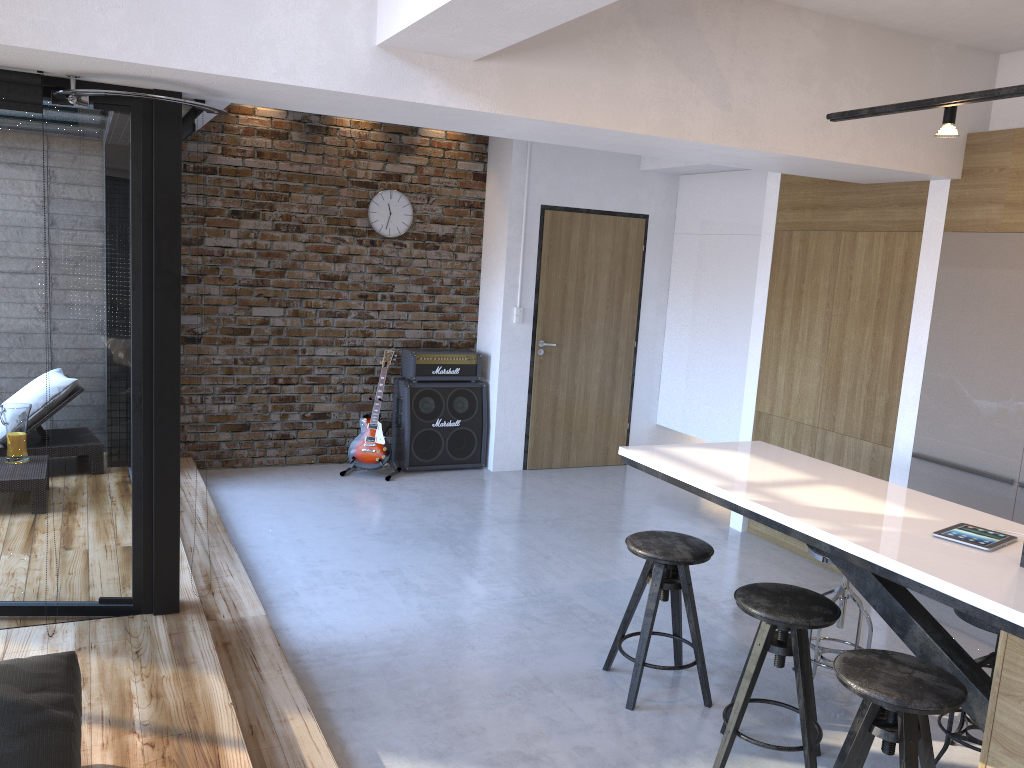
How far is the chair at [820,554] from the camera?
3.6m

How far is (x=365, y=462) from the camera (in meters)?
6.67

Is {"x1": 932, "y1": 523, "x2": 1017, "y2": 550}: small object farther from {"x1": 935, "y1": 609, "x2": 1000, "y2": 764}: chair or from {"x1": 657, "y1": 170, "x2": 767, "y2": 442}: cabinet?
{"x1": 657, "y1": 170, "x2": 767, "y2": 442}: cabinet

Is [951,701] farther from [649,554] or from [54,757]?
[54,757]

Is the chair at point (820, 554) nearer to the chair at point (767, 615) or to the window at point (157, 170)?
the chair at point (767, 615)

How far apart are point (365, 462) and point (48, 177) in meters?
3.7

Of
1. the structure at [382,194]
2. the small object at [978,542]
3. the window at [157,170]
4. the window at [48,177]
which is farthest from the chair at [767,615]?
the structure at [382,194]

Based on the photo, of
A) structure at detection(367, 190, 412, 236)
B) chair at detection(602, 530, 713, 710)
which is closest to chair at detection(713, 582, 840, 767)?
chair at detection(602, 530, 713, 710)

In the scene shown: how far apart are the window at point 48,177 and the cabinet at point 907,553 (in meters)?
2.04

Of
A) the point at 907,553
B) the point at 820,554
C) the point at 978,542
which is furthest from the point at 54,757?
the point at 820,554
